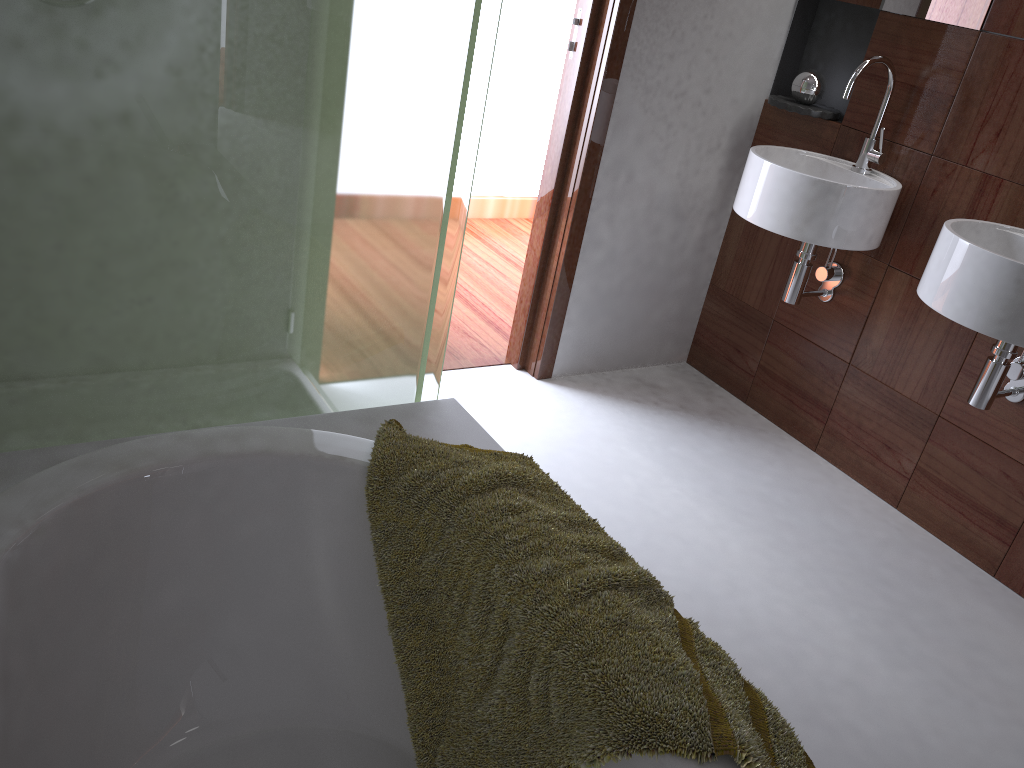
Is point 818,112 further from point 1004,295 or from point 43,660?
point 43,660

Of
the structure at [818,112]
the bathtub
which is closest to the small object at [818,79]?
the structure at [818,112]

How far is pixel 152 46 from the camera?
1.2m

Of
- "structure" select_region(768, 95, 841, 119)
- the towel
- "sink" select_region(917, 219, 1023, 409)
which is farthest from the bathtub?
"structure" select_region(768, 95, 841, 119)

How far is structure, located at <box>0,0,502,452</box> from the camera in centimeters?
119cm

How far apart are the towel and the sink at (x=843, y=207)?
1.2m

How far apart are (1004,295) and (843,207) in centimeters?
53cm

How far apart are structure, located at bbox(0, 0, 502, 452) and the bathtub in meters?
0.1

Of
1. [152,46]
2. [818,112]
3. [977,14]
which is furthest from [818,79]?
[152,46]

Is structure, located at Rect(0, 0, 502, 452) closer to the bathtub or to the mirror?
the bathtub
